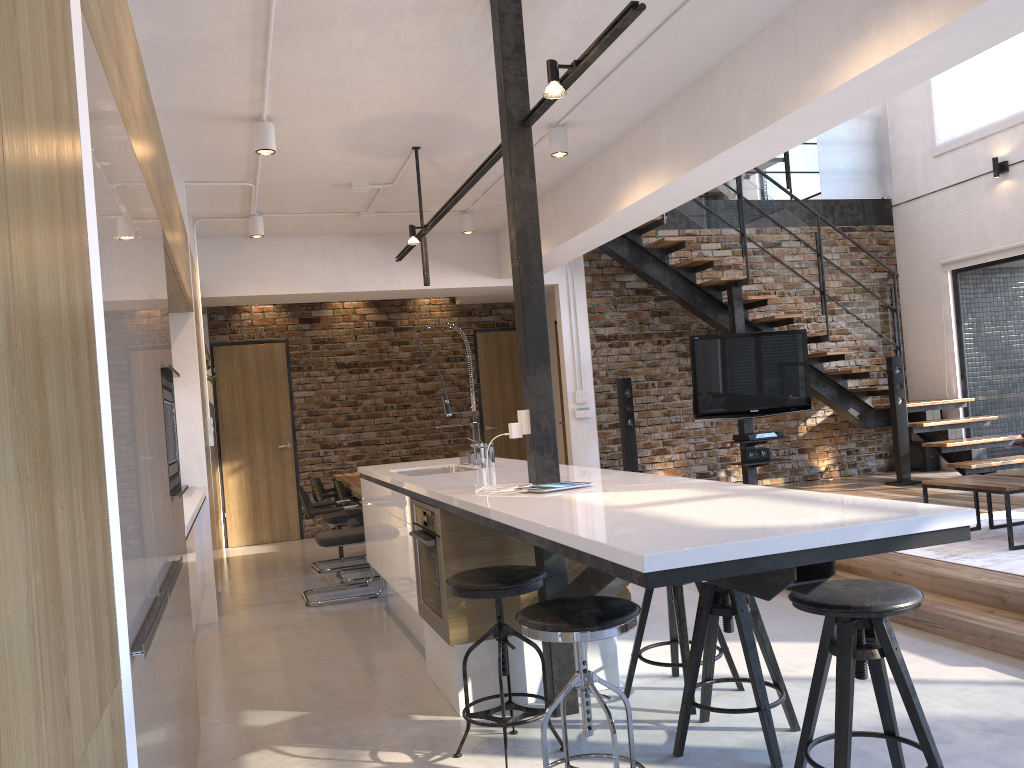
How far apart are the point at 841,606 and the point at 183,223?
4.29m

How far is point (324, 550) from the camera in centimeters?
843cm

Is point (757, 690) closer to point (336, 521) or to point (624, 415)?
point (336, 521)

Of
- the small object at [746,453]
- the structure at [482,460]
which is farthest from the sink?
the small object at [746,453]

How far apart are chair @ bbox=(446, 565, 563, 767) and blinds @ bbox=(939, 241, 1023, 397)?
7.0m

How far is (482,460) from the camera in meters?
A: 4.7

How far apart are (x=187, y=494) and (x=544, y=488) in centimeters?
267cm

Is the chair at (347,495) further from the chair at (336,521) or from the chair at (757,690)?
the chair at (757,690)

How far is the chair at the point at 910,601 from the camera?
2.3m

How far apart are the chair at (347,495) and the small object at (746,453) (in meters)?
3.50
